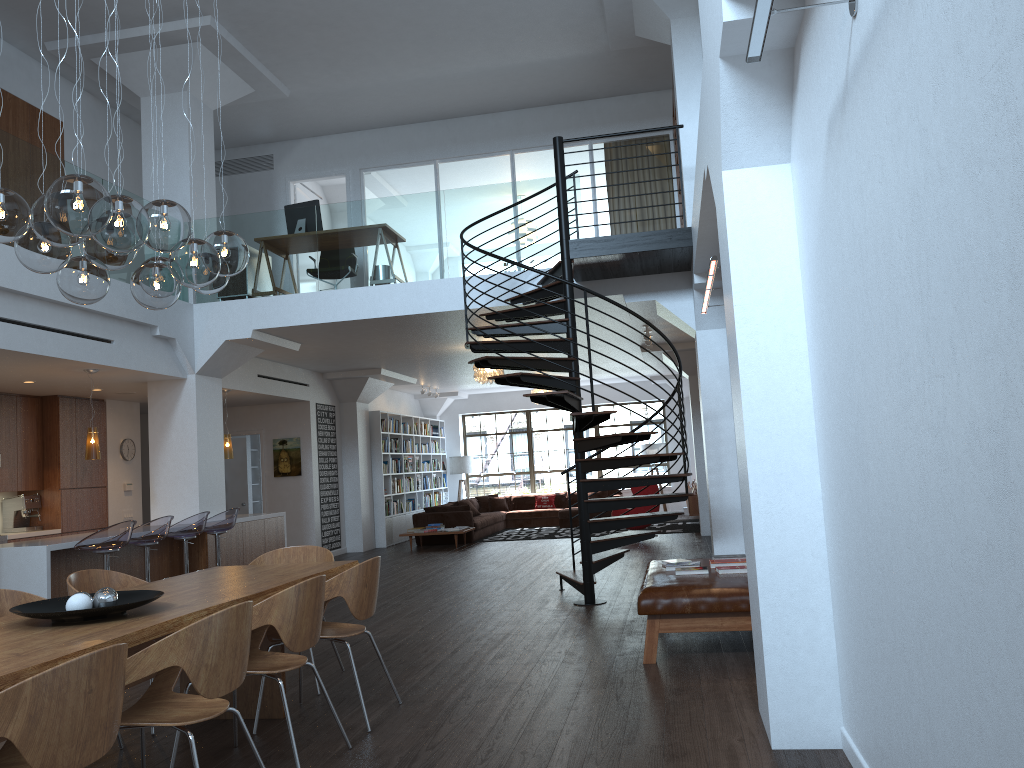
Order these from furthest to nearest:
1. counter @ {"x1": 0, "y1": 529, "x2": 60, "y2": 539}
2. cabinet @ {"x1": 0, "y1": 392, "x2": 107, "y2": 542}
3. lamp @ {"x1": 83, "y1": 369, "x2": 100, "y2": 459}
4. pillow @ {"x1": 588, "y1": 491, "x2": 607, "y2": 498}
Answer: pillow @ {"x1": 588, "y1": 491, "x2": 607, "y2": 498} < cabinet @ {"x1": 0, "y1": 392, "x2": 107, "y2": 542} < counter @ {"x1": 0, "y1": 529, "x2": 60, "y2": 539} < lamp @ {"x1": 83, "y1": 369, "x2": 100, "y2": 459}

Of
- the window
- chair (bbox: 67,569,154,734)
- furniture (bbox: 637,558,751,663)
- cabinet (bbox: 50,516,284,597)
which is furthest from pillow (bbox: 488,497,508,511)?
chair (bbox: 67,569,154,734)

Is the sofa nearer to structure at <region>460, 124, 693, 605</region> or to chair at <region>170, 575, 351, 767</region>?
structure at <region>460, 124, 693, 605</region>

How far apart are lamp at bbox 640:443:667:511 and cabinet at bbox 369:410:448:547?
4.6 meters

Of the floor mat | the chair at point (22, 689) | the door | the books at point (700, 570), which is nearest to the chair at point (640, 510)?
the floor mat

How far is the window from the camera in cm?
2023

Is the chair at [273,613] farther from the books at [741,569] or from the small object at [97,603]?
the books at [741,569]

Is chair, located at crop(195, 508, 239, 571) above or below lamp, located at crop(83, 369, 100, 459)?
below

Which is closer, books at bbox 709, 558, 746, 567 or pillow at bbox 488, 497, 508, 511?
books at bbox 709, 558, 746, 567

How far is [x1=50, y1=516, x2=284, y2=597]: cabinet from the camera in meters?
8.0 m
